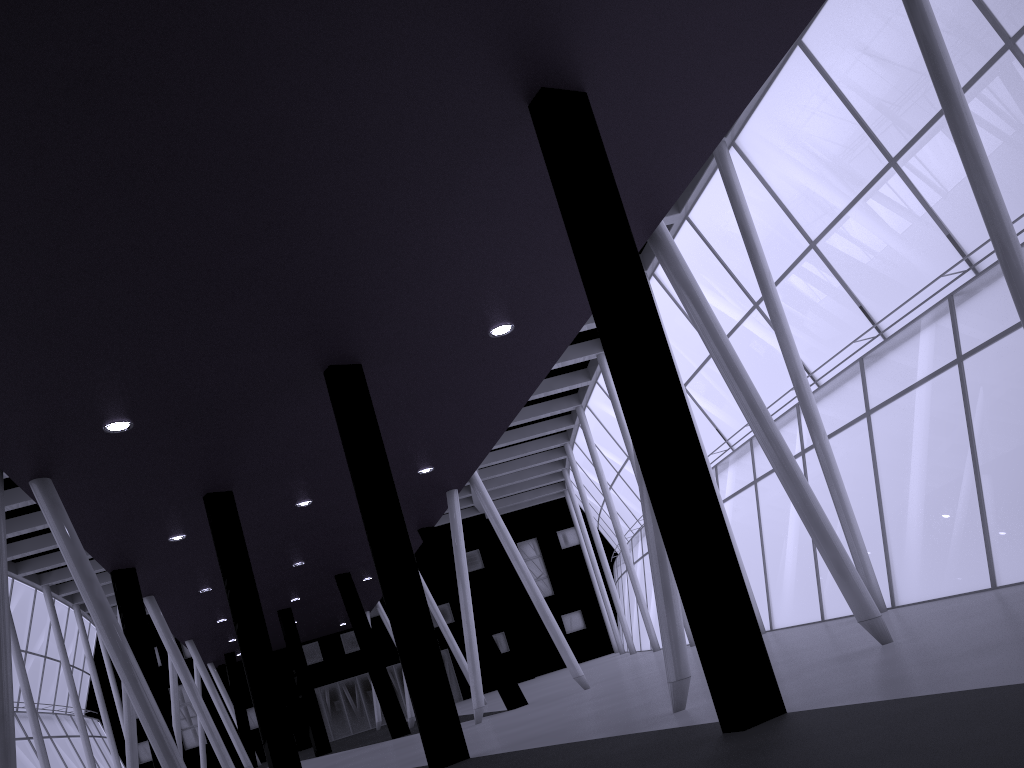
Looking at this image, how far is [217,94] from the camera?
9.6m

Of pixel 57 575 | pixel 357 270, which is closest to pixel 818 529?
pixel 357 270

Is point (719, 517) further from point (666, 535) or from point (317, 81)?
point (317, 81)

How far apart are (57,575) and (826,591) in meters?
42.2 m
